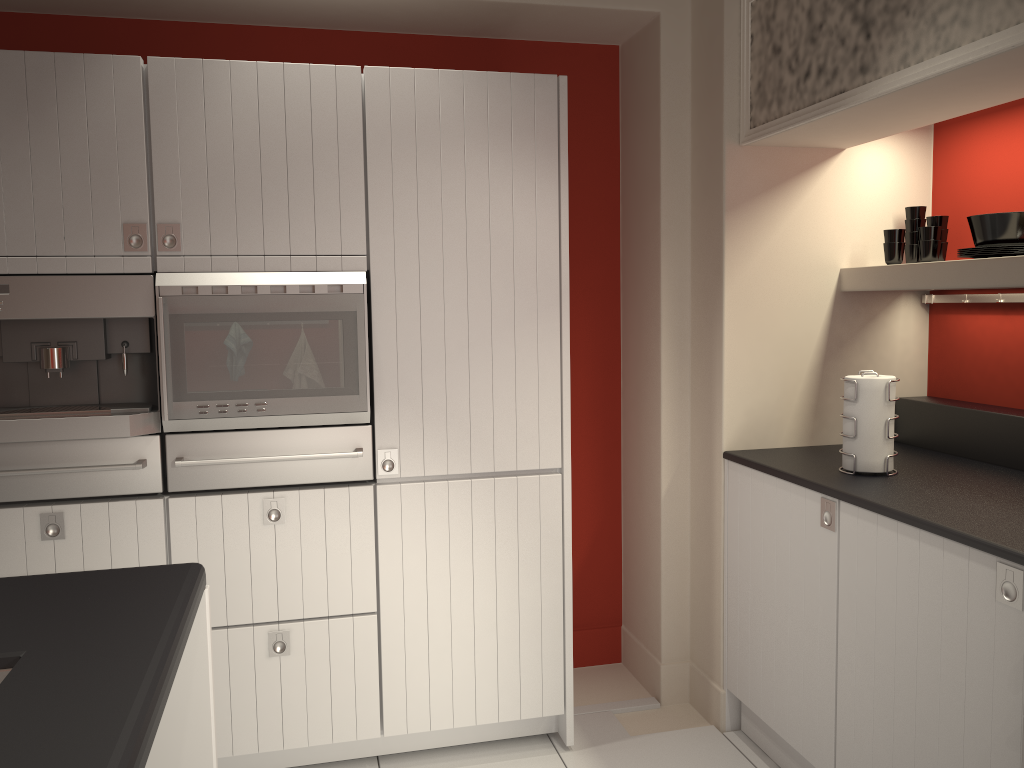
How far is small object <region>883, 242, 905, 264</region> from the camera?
3.0 meters

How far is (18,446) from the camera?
2.57m

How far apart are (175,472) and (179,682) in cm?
102

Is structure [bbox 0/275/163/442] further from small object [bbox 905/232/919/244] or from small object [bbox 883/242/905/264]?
small object [bbox 905/232/919/244]

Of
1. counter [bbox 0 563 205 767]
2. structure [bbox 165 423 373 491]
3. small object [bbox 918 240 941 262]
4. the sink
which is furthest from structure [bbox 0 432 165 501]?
small object [bbox 918 240 941 262]

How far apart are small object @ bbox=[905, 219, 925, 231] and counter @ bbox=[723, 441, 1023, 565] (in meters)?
0.77

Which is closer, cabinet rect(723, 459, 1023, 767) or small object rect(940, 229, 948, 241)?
cabinet rect(723, 459, 1023, 767)

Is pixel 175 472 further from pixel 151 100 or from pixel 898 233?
pixel 898 233

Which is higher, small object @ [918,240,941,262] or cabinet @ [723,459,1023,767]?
small object @ [918,240,941,262]

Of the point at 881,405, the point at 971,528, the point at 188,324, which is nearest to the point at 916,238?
the point at 881,405
